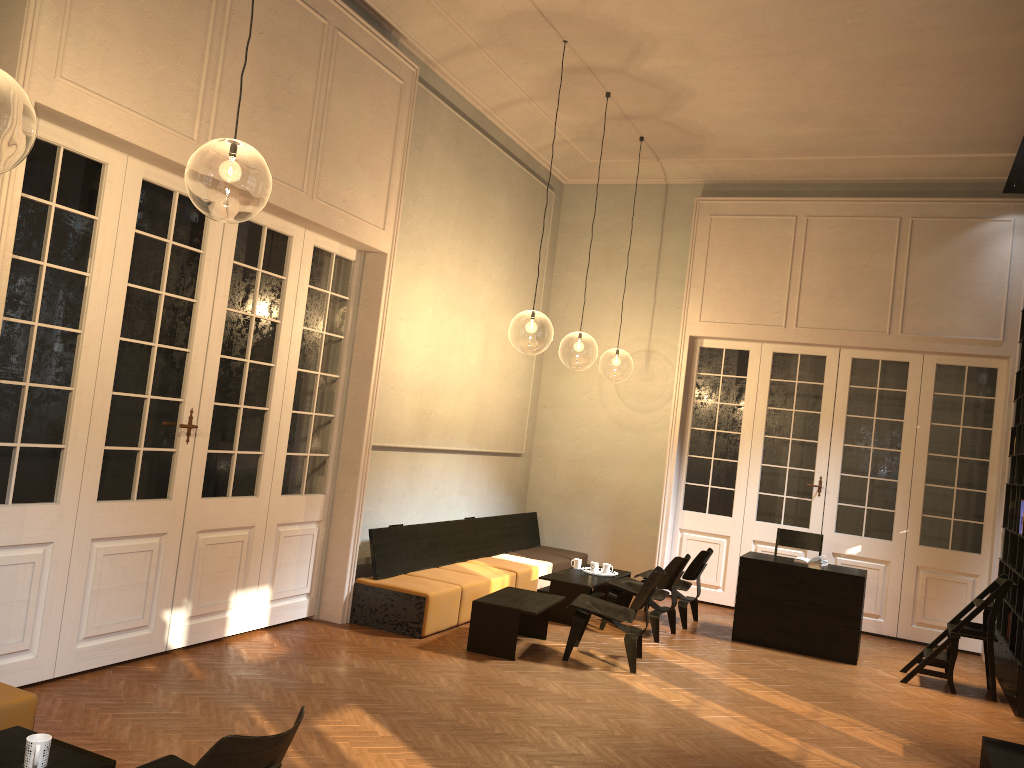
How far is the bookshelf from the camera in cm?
742

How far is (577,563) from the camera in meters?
9.5

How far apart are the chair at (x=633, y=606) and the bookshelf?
2.9 meters

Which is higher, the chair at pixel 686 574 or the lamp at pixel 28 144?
the lamp at pixel 28 144

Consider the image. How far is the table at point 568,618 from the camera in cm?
857

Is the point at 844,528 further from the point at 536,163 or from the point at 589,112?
the point at 536,163

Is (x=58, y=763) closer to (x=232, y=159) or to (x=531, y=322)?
(x=232, y=159)

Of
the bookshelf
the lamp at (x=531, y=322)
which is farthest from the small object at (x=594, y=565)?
the lamp at (x=531, y=322)

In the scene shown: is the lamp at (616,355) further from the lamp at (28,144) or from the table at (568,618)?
the lamp at (28,144)

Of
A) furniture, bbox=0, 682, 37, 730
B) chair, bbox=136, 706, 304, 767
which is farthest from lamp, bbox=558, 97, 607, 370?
chair, bbox=136, 706, 304, 767
